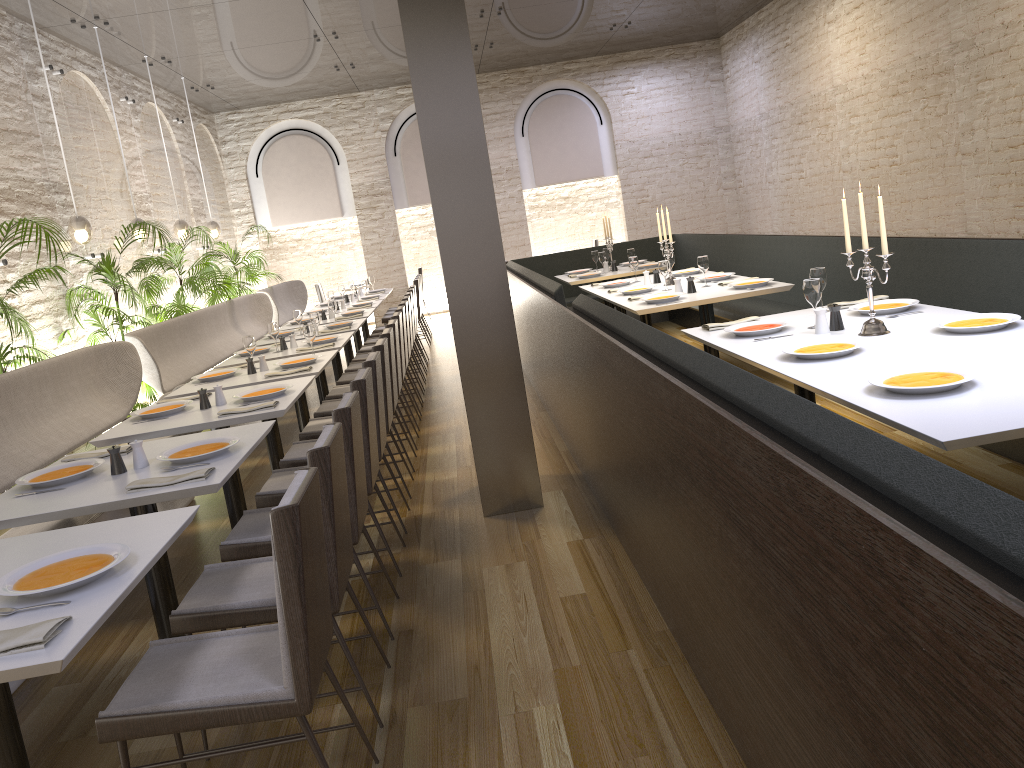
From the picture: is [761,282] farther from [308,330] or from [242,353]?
[242,353]

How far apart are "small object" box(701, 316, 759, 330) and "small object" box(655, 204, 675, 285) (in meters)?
2.54

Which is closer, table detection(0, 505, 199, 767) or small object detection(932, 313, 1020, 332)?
table detection(0, 505, 199, 767)

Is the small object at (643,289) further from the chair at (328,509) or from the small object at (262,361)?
the chair at (328,509)

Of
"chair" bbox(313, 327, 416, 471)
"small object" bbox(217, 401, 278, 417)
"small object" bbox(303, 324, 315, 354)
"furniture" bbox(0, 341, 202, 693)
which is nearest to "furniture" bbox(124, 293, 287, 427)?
"furniture" bbox(0, 341, 202, 693)

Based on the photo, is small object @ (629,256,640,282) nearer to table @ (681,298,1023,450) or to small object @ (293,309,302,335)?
small object @ (293,309,302,335)

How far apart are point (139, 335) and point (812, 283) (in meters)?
5.00

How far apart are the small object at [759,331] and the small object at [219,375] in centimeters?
321cm

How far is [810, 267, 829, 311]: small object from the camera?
4.5m

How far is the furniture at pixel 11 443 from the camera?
4.59m
